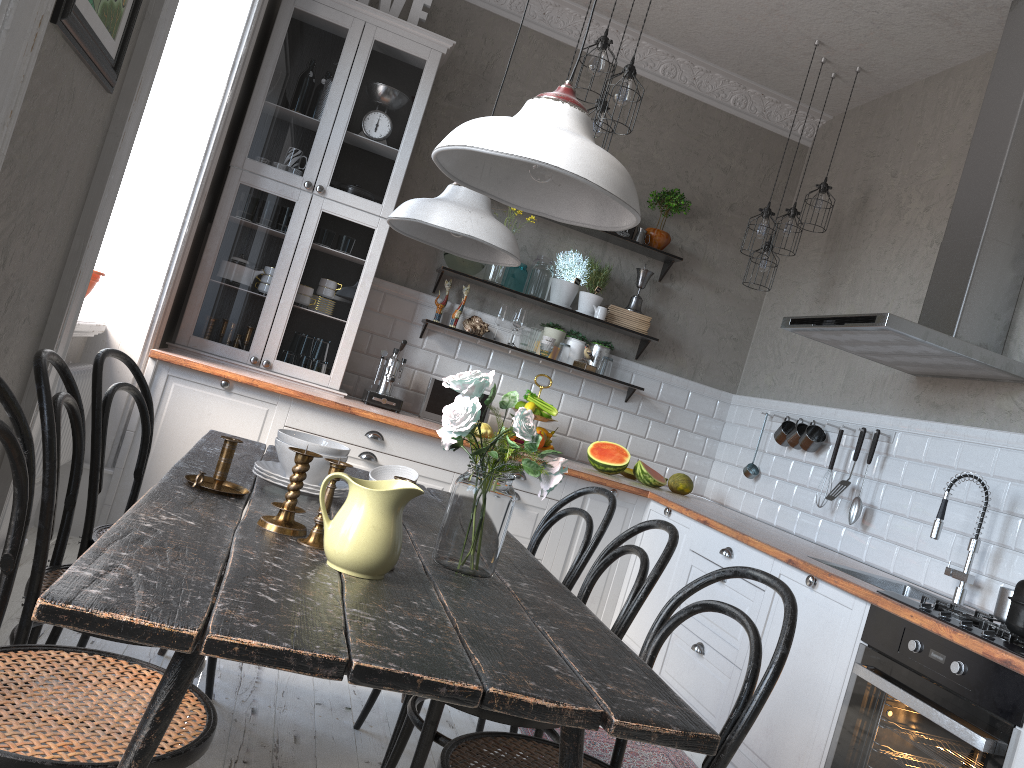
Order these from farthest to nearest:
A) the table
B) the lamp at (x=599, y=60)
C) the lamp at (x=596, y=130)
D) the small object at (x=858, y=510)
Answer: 1. the small object at (x=858, y=510)
2. the lamp at (x=596, y=130)
3. the lamp at (x=599, y=60)
4. the table

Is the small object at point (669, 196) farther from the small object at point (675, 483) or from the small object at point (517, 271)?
the small object at point (675, 483)

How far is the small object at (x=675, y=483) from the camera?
4.88m

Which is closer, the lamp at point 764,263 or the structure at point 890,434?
the structure at point 890,434

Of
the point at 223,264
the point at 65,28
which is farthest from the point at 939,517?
the point at 223,264

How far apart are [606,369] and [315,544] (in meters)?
3.52

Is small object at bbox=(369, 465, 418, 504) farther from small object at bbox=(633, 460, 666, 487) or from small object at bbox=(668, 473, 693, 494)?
small object at bbox=(668, 473, 693, 494)

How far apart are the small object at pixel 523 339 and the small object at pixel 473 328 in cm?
24

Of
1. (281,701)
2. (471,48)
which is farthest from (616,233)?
(281,701)

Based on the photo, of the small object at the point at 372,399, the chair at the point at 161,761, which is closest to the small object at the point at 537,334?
the small object at the point at 372,399
